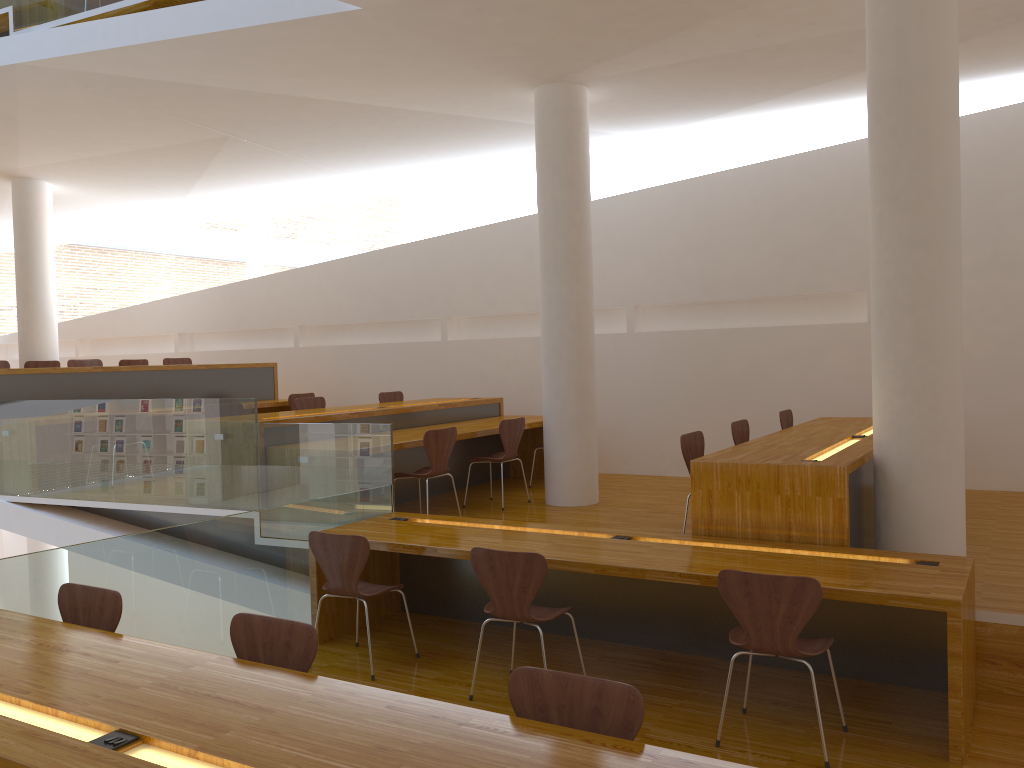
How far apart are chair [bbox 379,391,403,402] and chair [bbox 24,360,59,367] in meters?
3.6

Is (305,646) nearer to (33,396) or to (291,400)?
(33,396)

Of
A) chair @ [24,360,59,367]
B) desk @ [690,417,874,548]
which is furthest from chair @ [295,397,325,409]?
desk @ [690,417,874,548]

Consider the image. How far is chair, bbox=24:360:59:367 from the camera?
9.2 meters

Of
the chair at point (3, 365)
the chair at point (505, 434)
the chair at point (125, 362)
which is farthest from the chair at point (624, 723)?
the chair at point (125, 362)

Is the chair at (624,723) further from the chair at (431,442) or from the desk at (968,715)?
the chair at (431,442)

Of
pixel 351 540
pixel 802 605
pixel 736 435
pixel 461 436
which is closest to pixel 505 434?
pixel 461 436

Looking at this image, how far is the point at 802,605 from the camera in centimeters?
326cm

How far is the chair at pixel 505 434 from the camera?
6.8m

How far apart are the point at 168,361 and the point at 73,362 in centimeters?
111cm
